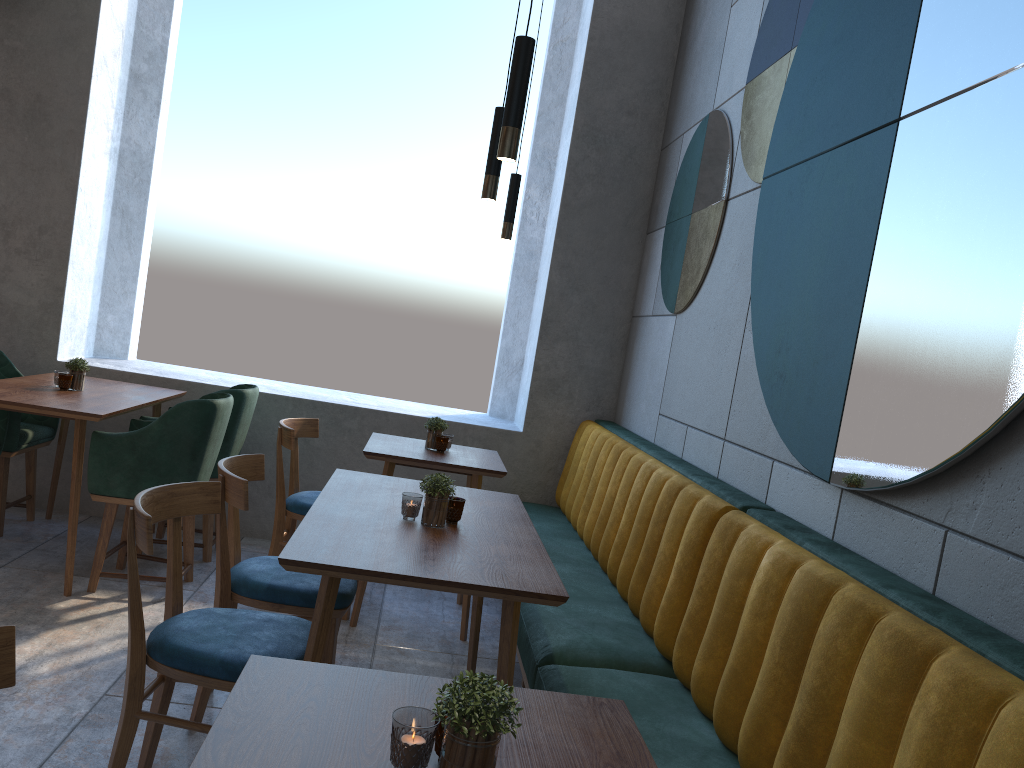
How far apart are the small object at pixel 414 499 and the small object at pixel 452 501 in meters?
0.1

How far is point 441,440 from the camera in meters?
3.9 m

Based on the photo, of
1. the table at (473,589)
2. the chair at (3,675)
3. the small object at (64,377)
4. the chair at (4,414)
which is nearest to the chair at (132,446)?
the small object at (64,377)

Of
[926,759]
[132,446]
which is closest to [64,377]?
[132,446]

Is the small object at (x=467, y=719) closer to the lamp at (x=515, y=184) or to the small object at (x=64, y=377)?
the small object at (x=64, y=377)

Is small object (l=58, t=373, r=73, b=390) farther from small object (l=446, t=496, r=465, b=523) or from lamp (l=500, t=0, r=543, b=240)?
small object (l=446, t=496, r=465, b=523)

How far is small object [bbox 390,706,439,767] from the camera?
1.1m

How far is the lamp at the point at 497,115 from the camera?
2.77m

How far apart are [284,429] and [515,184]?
1.44m

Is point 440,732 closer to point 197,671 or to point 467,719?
point 467,719
